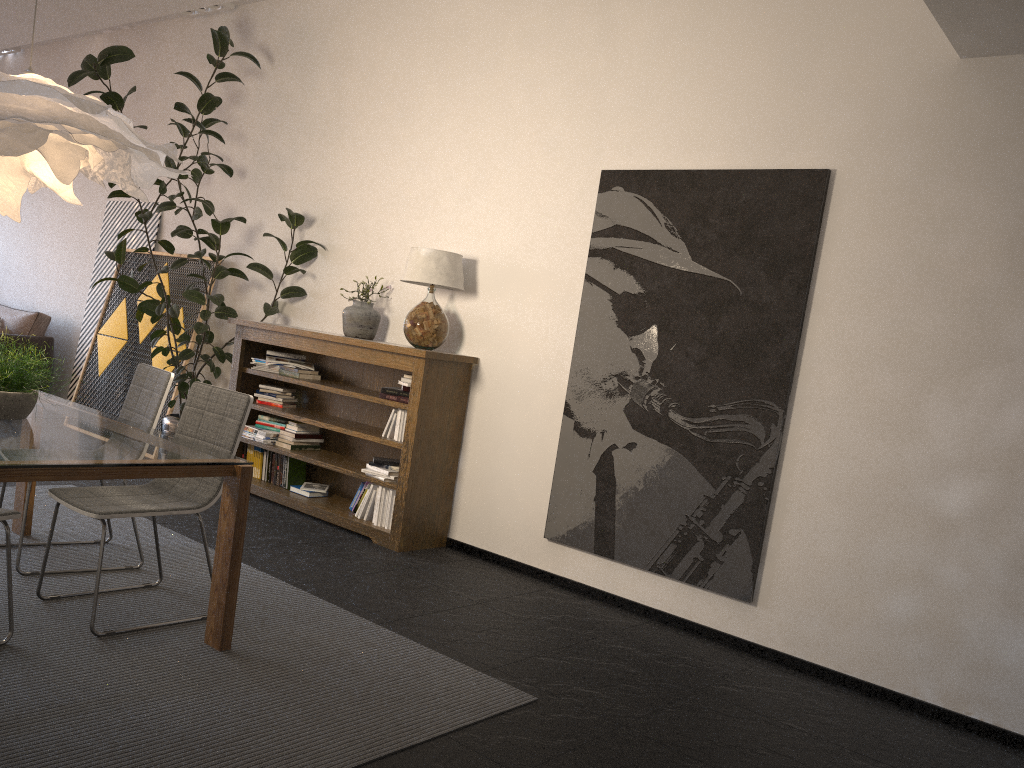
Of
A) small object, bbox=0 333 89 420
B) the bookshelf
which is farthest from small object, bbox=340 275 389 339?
→ small object, bbox=0 333 89 420

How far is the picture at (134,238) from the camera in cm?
777

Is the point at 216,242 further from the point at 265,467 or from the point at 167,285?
the point at 265,467

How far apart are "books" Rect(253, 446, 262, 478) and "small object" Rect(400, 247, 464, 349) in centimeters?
162cm

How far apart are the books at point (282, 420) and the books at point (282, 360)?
0.4m

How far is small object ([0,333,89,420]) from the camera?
3.29m

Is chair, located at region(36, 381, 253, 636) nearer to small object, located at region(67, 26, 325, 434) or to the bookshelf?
the bookshelf

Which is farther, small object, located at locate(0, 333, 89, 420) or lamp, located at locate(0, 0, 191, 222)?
small object, located at locate(0, 333, 89, 420)

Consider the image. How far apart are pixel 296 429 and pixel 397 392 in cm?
108

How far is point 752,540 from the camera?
4.2 meters
